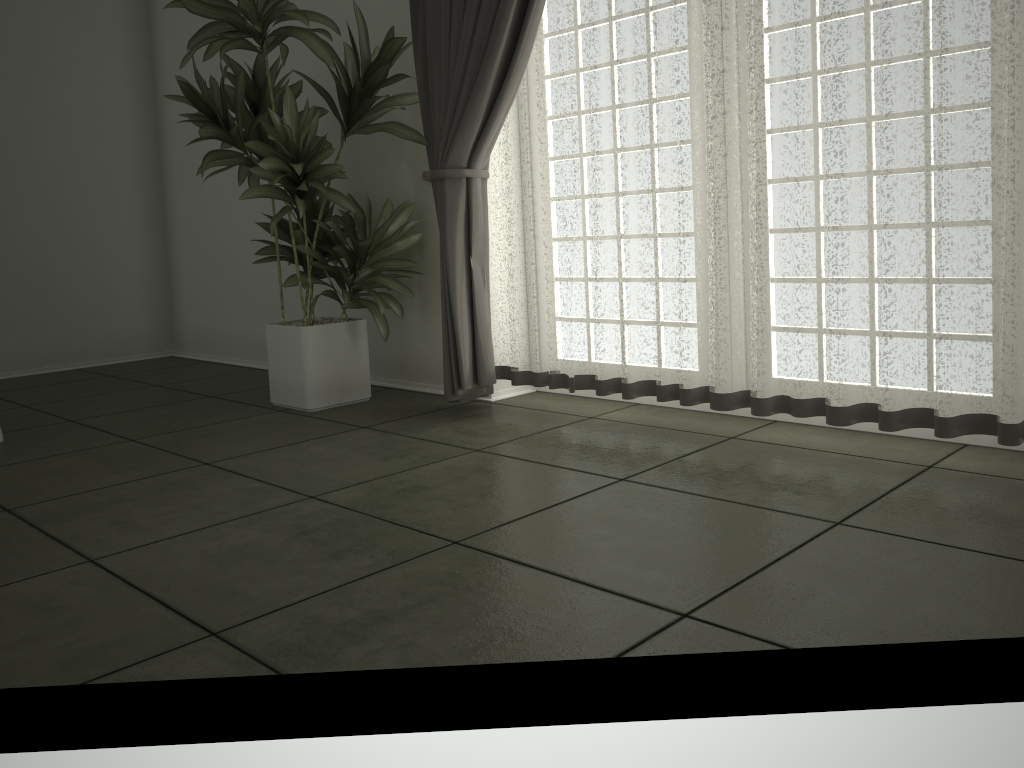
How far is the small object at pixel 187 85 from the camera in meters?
3.3 m

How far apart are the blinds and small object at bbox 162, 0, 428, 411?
0.0 meters

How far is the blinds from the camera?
2.3m

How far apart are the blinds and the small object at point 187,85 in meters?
0.0 m

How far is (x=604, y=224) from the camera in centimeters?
307cm

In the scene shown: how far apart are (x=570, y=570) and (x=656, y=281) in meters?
1.4 m

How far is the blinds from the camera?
2.3m

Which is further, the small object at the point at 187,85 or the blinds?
the small object at the point at 187,85

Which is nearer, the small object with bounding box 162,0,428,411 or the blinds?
the blinds
